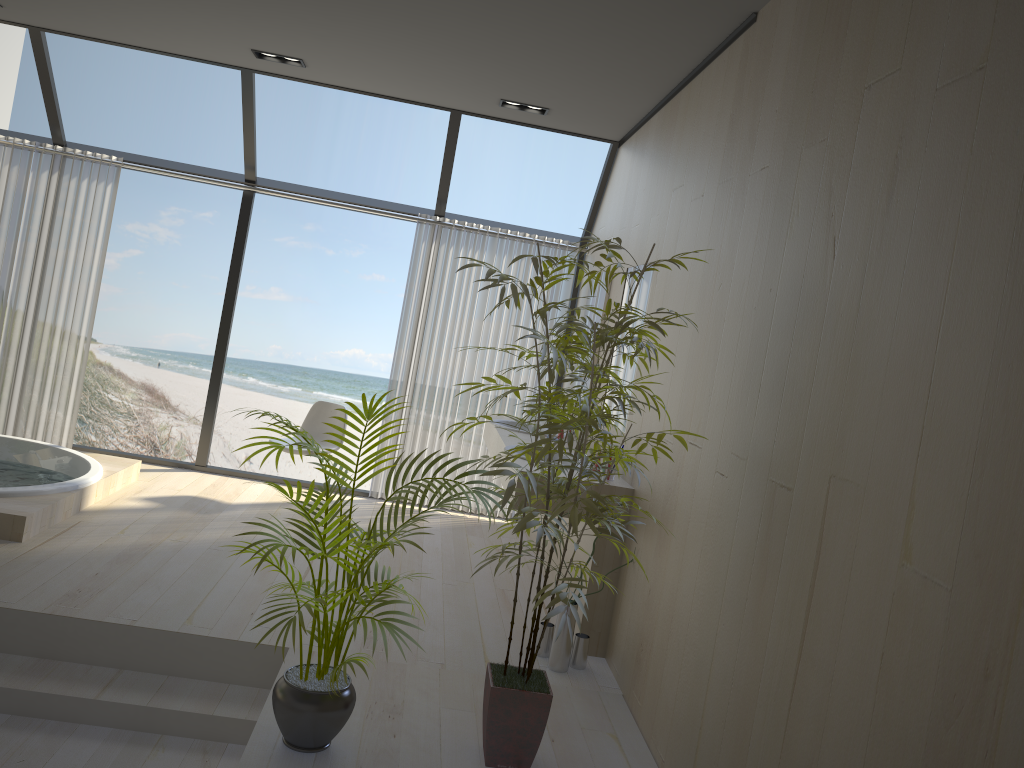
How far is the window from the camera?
5.8 meters

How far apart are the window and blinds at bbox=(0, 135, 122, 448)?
0.12m

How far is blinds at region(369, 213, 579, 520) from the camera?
6.3 meters

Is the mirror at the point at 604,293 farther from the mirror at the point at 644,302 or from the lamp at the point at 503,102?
the lamp at the point at 503,102

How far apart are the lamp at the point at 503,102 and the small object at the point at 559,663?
3.1m

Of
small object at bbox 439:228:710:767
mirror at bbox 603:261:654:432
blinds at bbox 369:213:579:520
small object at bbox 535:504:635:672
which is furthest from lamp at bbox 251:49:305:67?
small object at bbox 535:504:635:672

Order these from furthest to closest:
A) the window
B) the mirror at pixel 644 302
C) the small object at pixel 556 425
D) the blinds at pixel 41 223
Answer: the blinds at pixel 41 223
the window
the mirror at pixel 644 302
the small object at pixel 556 425

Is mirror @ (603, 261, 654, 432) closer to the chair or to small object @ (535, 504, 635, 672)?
small object @ (535, 504, 635, 672)

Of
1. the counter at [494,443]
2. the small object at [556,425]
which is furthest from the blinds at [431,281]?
the small object at [556,425]

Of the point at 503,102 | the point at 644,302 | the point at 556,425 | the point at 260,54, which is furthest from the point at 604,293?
the point at 556,425
